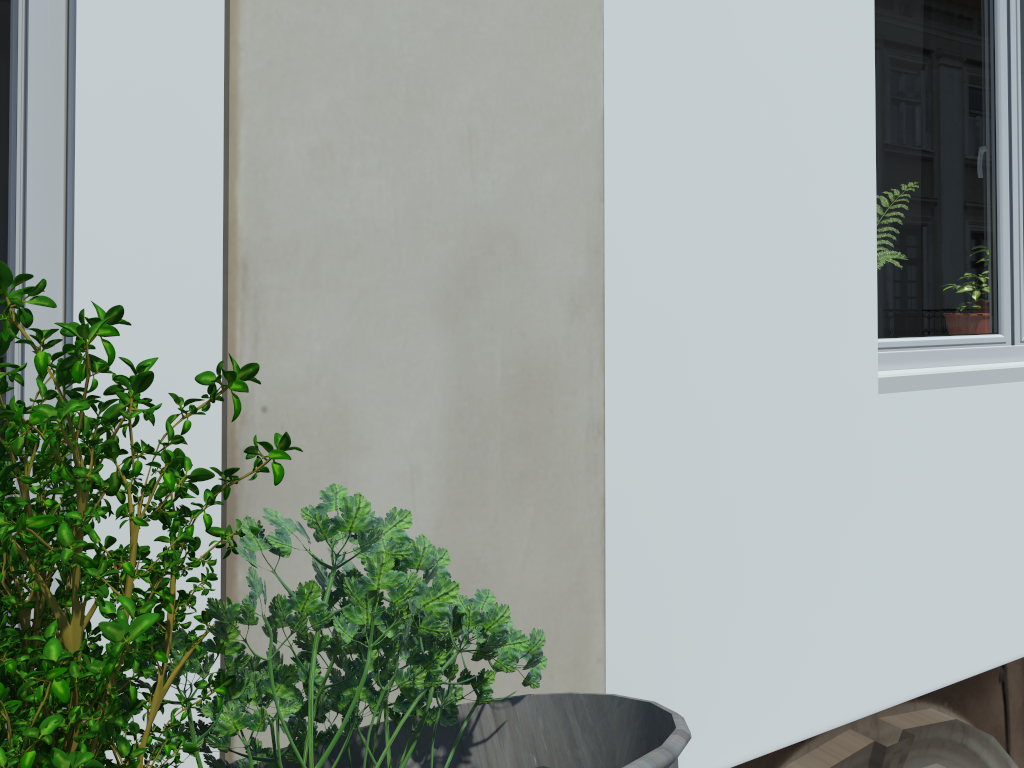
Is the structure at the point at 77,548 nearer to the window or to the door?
the door

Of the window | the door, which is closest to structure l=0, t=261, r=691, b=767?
the door

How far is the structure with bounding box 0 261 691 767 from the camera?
0.3 meters

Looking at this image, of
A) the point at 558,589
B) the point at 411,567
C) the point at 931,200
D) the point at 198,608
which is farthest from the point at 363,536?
the point at 931,200

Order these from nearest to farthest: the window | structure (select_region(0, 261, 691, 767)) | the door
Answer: structure (select_region(0, 261, 691, 767)), the door, the window

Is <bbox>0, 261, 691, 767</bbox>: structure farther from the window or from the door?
the window

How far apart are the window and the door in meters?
1.9 m

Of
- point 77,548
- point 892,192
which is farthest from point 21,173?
point 892,192

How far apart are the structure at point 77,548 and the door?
1.1m

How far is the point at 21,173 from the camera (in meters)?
1.30
